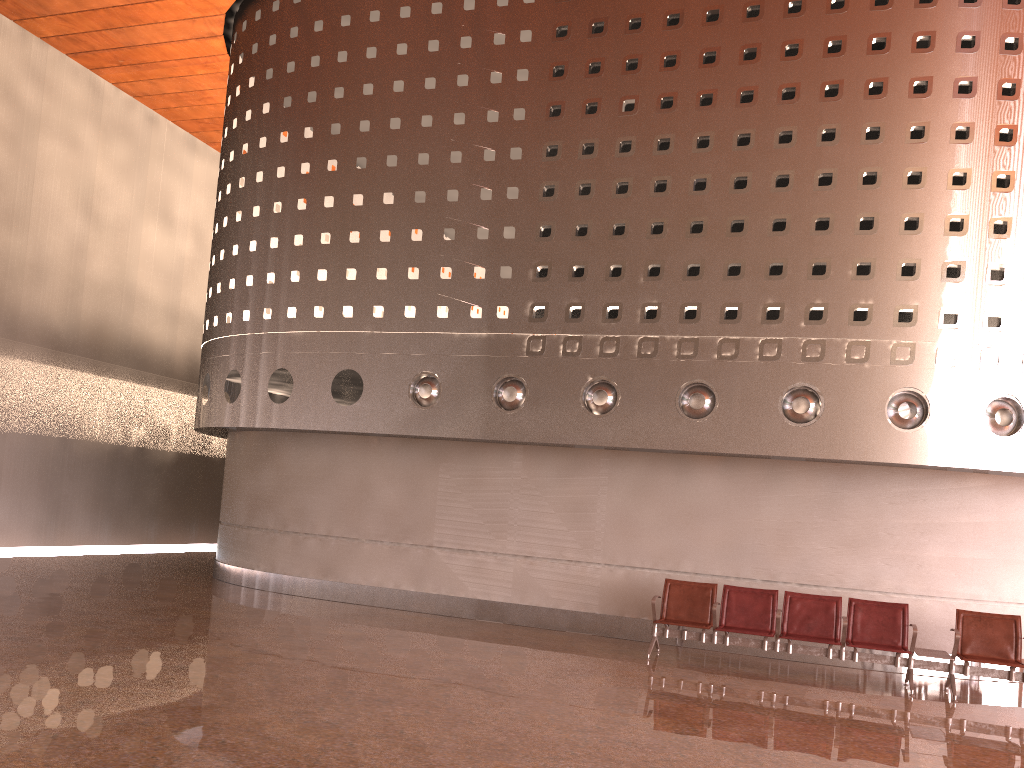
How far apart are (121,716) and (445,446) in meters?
6.8

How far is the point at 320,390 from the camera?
12.2 meters
